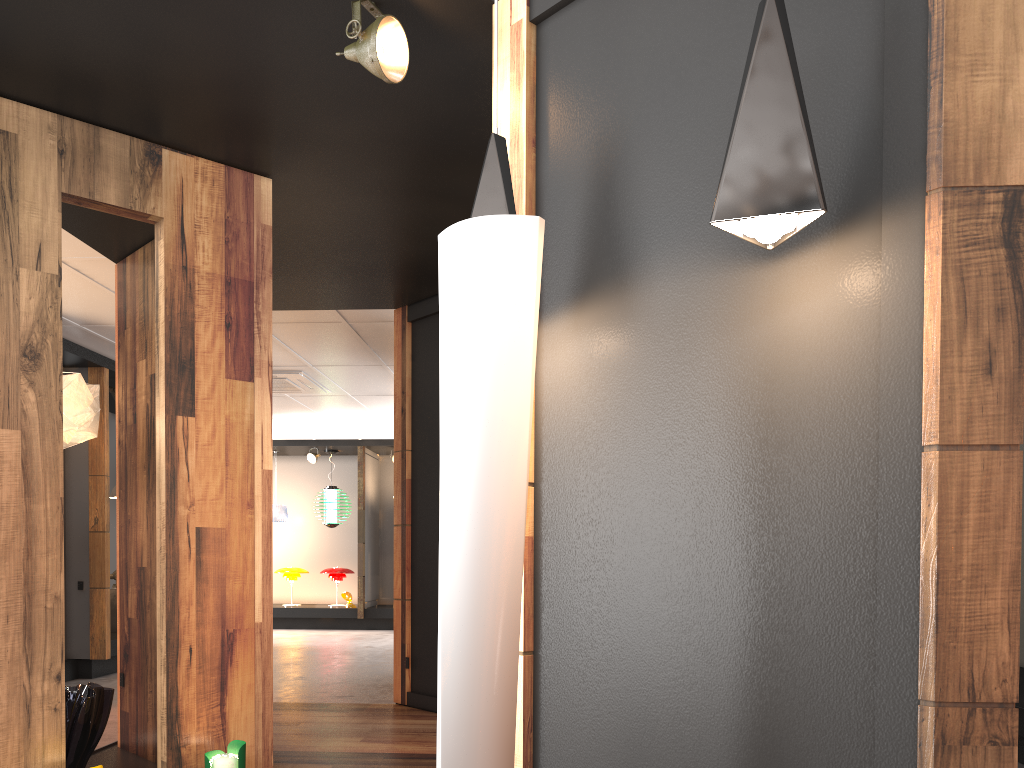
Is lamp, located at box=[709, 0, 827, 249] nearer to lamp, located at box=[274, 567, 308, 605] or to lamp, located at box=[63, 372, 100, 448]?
lamp, located at box=[63, 372, 100, 448]

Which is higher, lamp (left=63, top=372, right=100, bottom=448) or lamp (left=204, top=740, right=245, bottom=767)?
lamp (left=63, top=372, right=100, bottom=448)

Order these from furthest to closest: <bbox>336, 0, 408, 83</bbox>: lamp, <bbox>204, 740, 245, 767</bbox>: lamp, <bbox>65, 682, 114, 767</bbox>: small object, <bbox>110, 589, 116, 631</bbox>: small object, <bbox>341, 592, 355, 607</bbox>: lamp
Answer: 1. <bbox>341, 592, 355, 607</bbox>: lamp
2. <bbox>110, 589, 116, 631</bbox>: small object
3. <bbox>65, 682, 114, 767</bbox>: small object
4. <bbox>204, 740, 245, 767</bbox>: lamp
5. <bbox>336, 0, 408, 83</bbox>: lamp

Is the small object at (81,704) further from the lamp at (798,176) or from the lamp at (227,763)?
the lamp at (798,176)

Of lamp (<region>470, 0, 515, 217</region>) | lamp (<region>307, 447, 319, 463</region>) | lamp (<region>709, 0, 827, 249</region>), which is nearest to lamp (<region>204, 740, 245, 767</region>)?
lamp (<region>470, 0, 515, 217</region>)

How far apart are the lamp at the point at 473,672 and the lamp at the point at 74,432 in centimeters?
270cm

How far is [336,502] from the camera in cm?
1383

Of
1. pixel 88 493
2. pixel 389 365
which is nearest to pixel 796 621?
pixel 389 365

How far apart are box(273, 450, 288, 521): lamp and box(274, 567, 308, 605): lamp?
0.81m

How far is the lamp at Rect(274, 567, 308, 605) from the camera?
13.8 meters
